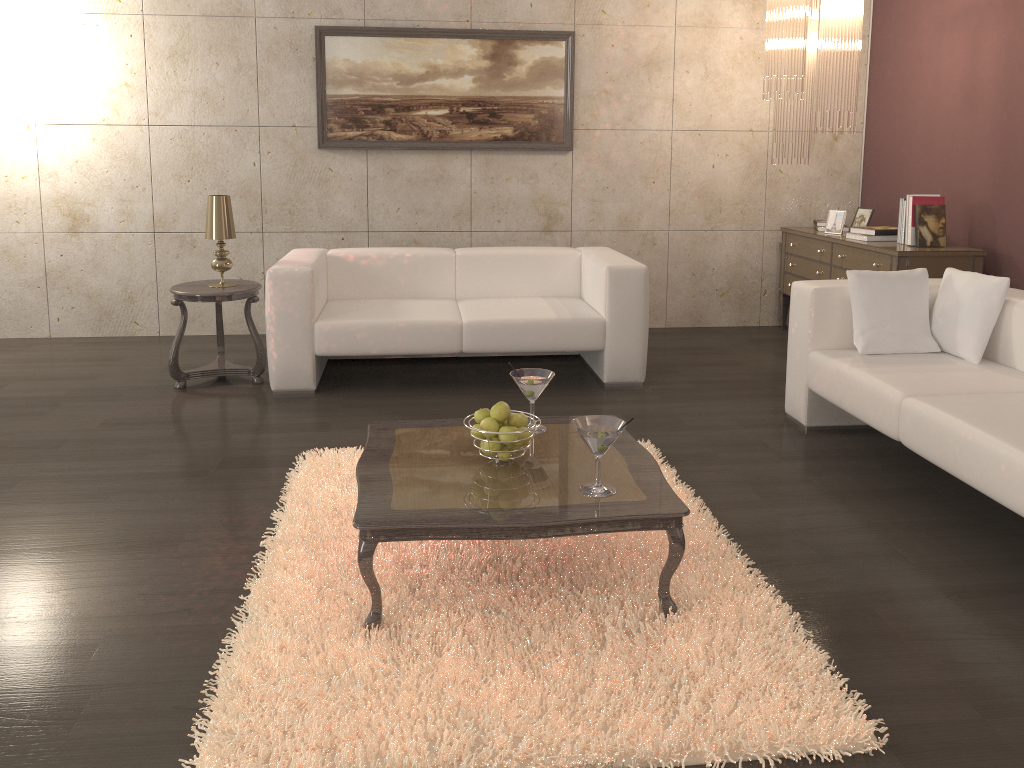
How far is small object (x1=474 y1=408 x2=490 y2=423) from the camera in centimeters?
268cm

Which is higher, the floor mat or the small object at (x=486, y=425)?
the small object at (x=486, y=425)

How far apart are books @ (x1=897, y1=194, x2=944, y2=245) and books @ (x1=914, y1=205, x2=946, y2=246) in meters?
0.0 m

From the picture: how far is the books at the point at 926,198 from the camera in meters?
→ 4.9

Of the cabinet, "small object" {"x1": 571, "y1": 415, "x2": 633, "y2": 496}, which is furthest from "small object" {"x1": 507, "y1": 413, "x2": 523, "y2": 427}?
the cabinet

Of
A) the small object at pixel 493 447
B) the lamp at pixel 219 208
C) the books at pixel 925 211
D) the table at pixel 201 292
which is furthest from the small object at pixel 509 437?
the books at pixel 925 211

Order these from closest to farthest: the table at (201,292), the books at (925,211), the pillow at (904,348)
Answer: the pillow at (904,348), the table at (201,292), the books at (925,211)

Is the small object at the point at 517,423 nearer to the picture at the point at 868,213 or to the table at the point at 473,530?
the table at the point at 473,530

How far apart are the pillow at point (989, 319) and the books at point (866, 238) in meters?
1.4 m

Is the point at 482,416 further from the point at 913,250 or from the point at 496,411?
the point at 913,250
